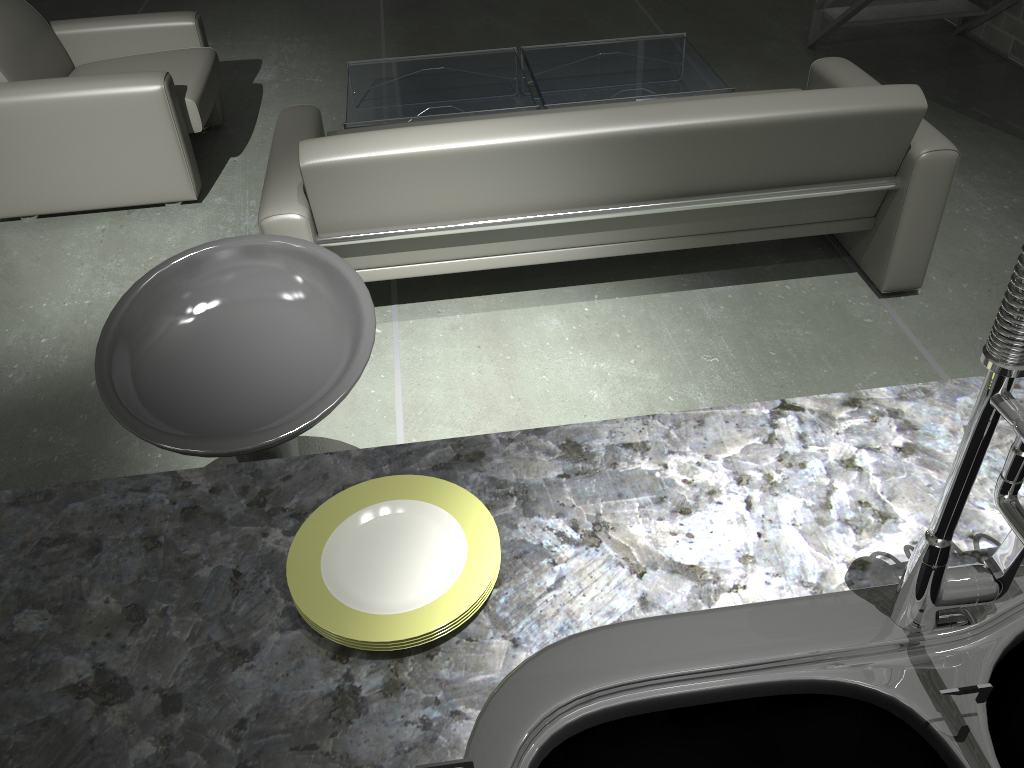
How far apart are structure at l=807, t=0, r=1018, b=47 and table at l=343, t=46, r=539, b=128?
1.67m

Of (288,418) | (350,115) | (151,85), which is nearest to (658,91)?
(350,115)

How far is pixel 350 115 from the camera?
3.73m

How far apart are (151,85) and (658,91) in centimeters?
205cm

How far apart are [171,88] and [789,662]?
3.4 meters

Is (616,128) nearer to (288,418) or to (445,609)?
(288,418)

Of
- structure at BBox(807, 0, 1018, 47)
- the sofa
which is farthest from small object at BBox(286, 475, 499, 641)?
structure at BBox(807, 0, 1018, 47)

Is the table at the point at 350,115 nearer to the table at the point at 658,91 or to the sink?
the table at the point at 658,91

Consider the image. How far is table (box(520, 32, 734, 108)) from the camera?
3.8m

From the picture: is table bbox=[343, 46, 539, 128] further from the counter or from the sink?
the sink
